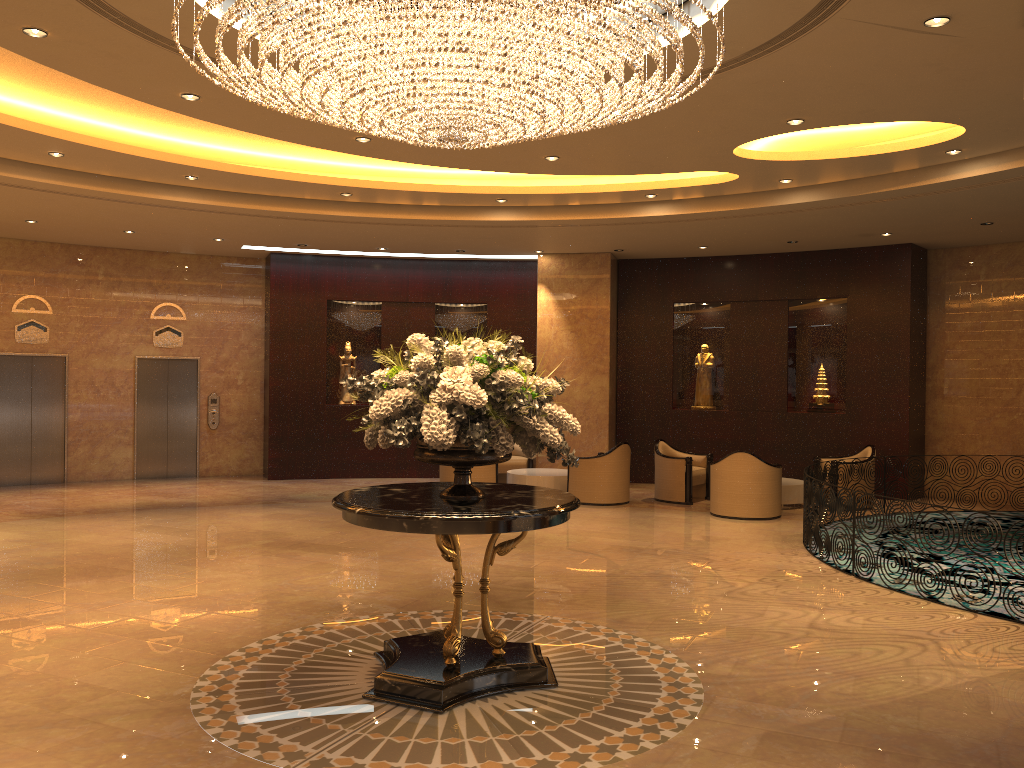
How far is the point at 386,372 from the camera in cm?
521

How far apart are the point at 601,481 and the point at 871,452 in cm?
396

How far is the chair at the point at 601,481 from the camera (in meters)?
12.77

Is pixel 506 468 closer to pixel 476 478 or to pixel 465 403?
pixel 476 478

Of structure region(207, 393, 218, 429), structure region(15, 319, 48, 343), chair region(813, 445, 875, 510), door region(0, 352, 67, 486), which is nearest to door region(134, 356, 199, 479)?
structure region(207, 393, 218, 429)

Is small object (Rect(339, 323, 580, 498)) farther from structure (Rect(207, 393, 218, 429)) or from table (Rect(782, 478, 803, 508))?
structure (Rect(207, 393, 218, 429))

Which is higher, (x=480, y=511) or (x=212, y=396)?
(x=212, y=396)

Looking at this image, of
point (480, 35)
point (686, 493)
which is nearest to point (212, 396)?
point (686, 493)

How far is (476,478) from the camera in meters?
13.1

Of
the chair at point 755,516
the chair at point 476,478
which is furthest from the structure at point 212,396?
the chair at point 755,516
